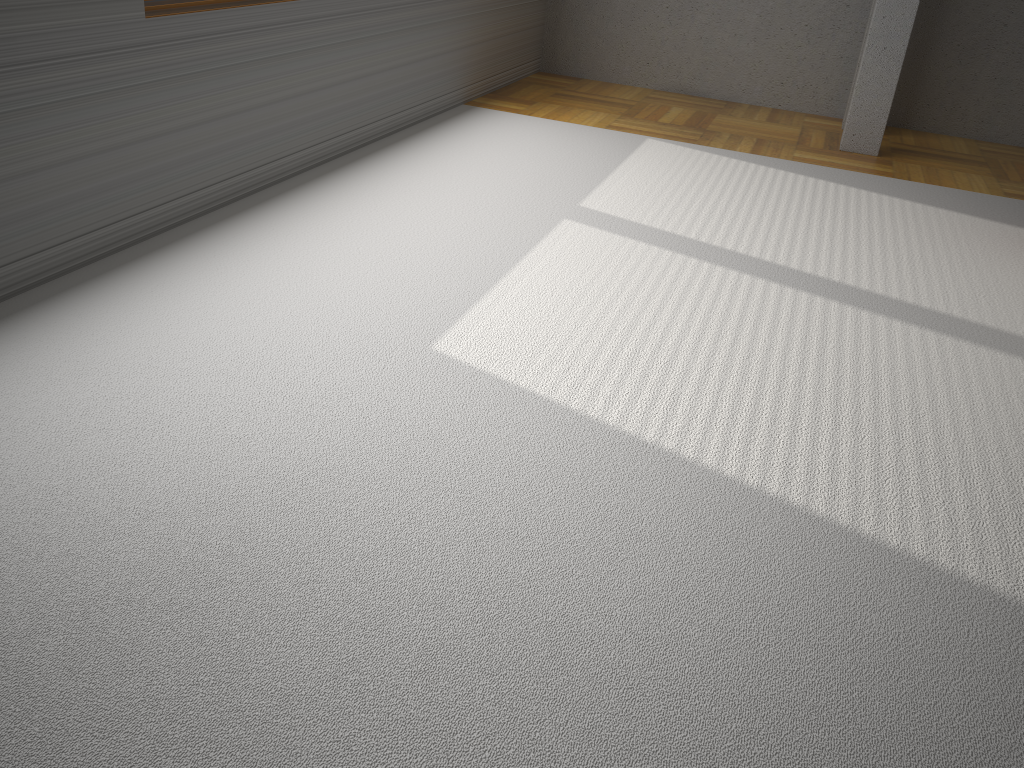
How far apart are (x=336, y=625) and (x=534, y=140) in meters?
3.3 m

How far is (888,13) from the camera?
4.40m

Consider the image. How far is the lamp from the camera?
4.4m

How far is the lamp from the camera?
4.40m
